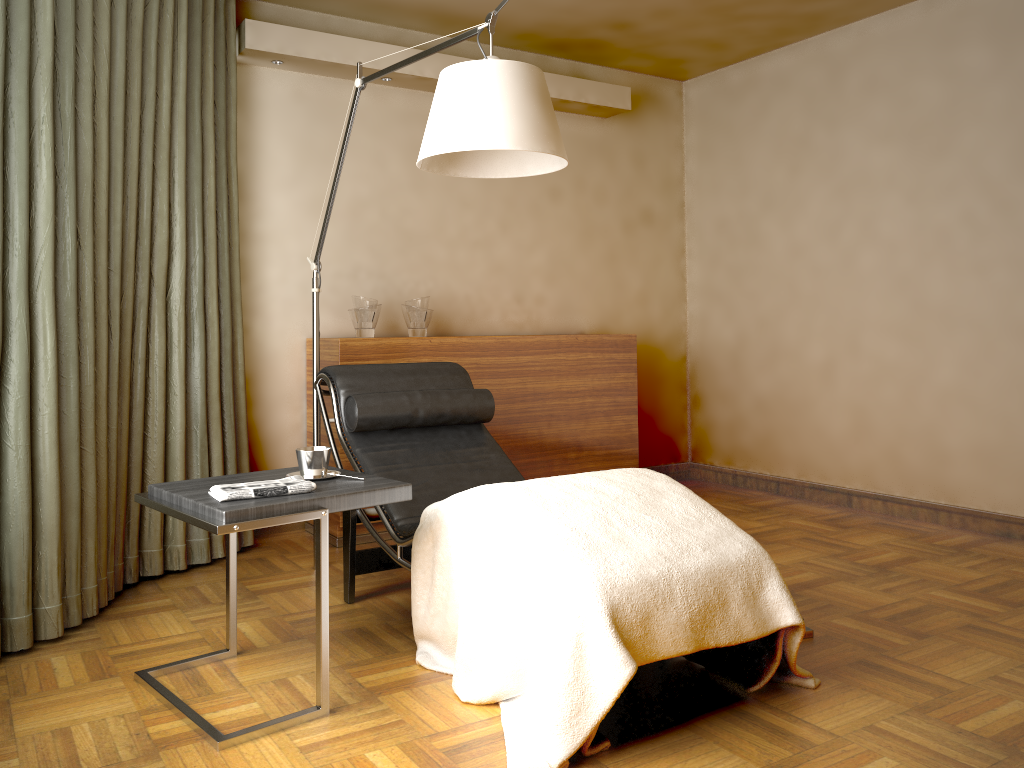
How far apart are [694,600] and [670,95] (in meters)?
4.03

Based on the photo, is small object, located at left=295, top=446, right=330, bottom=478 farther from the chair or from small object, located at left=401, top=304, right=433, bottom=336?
small object, located at left=401, top=304, right=433, bottom=336

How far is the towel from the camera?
2.2 meters

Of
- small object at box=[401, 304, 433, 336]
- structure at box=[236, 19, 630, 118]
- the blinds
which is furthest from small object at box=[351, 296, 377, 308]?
structure at box=[236, 19, 630, 118]

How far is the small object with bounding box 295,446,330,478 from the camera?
2.4 meters

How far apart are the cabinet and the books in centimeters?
190cm

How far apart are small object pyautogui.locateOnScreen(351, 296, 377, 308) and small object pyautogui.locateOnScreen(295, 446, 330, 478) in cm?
156

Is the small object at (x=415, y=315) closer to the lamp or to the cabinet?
the cabinet

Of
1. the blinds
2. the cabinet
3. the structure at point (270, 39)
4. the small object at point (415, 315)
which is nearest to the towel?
the blinds

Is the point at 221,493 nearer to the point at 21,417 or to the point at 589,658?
the point at 21,417
